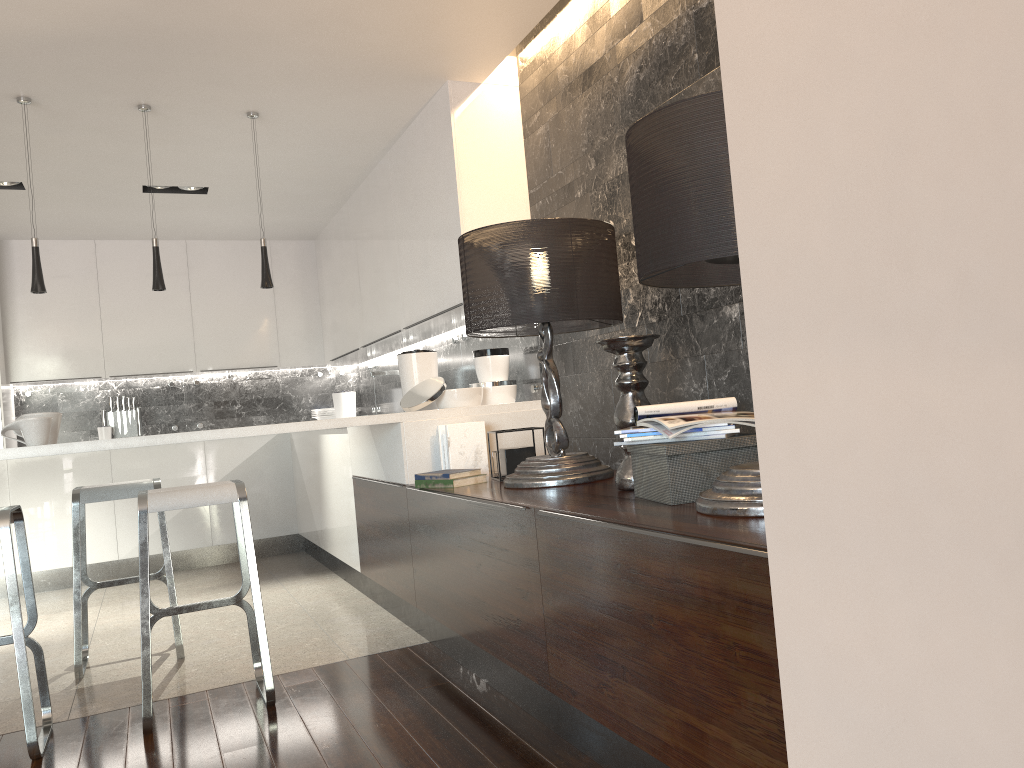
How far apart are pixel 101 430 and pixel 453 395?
4.0 meters

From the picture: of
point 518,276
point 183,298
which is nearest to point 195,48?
point 518,276

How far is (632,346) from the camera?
2.7 meters

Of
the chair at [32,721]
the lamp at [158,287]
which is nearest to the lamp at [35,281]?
the lamp at [158,287]

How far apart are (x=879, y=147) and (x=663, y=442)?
1.6m

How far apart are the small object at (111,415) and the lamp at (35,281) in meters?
3.2 m

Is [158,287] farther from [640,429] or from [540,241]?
[640,429]

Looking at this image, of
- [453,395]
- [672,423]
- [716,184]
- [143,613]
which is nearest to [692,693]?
[672,423]

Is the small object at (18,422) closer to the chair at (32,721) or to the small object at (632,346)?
the chair at (32,721)

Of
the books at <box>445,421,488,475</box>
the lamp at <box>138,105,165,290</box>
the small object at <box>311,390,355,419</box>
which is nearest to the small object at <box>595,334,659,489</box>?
the books at <box>445,421,488,475</box>
